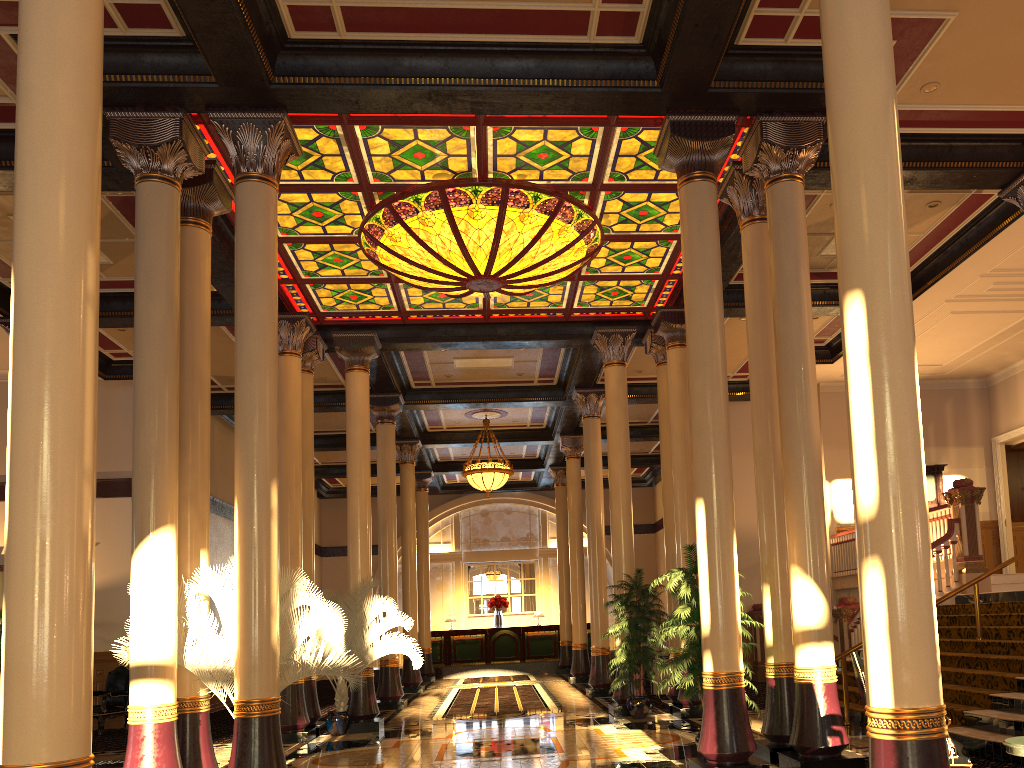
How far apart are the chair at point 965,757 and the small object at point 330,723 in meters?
7.5

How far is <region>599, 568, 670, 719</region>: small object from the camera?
11.6 meters

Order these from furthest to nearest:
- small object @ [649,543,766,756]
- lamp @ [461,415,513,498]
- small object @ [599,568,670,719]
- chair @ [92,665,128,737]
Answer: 1. lamp @ [461,415,513,498]
2. chair @ [92,665,128,737]
3. small object @ [599,568,670,719]
4. small object @ [649,543,766,756]

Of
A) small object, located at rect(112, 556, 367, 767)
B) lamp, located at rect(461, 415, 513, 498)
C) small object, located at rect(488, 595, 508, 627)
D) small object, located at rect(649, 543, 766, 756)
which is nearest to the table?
small object, located at rect(649, 543, 766, 756)

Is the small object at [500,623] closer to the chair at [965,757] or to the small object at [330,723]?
the small object at [330,723]

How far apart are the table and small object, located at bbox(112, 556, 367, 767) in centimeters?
497cm

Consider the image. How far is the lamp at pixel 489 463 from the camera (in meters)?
19.07

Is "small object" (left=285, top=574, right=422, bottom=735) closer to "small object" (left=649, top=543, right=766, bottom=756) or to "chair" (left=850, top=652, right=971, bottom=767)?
"small object" (left=649, top=543, right=766, bottom=756)

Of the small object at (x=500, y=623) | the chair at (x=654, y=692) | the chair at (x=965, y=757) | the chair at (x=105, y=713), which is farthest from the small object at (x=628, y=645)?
the small object at (x=500, y=623)

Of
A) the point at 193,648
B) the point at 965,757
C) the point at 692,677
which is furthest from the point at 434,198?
the point at 965,757
